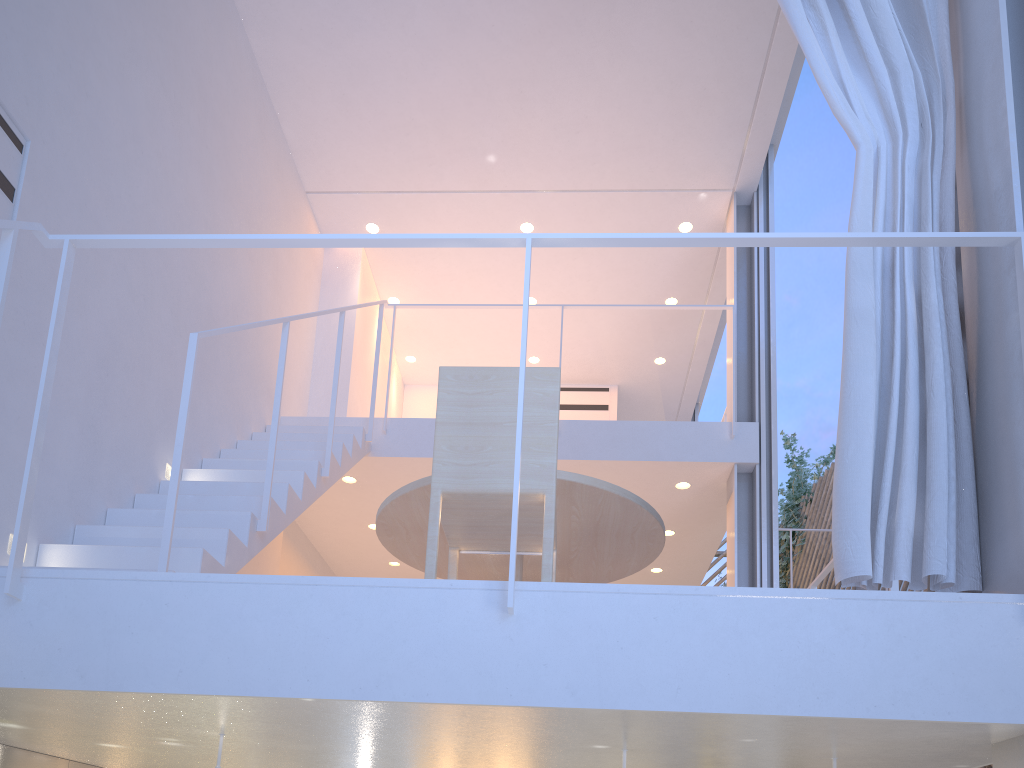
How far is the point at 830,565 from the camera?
2.2m

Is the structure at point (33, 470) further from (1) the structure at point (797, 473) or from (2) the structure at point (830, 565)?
(1) the structure at point (797, 473)

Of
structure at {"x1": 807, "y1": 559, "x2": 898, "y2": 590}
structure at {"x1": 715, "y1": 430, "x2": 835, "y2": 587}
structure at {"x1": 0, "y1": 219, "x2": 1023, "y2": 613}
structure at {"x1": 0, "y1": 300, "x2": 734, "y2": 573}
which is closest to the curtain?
structure at {"x1": 0, "y1": 219, "x2": 1023, "y2": 613}

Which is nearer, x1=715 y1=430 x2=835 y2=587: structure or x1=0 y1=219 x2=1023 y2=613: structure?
x1=0 y1=219 x2=1023 y2=613: structure

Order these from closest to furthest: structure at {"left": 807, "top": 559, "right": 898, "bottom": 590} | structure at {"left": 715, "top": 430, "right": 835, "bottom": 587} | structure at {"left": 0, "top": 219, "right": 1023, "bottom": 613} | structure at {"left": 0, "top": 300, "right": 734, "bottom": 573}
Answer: structure at {"left": 0, "top": 219, "right": 1023, "bottom": 613}
structure at {"left": 0, "top": 300, "right": 734, "bottom": 573}
structure at {"left": 807, "top": 559, "right": 898, "bottom": 590}
structure at {"left": 715, "top": 430, "right": 835, "bottom": 587}

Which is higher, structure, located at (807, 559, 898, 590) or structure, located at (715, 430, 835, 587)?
structure, located at (715, 430, 835, 587)

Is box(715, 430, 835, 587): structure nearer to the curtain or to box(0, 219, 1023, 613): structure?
the curtain

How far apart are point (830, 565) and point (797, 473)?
4.90m

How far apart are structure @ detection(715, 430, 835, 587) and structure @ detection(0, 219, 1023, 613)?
5.8 meters

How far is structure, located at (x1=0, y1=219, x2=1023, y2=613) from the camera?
1.1 meters
